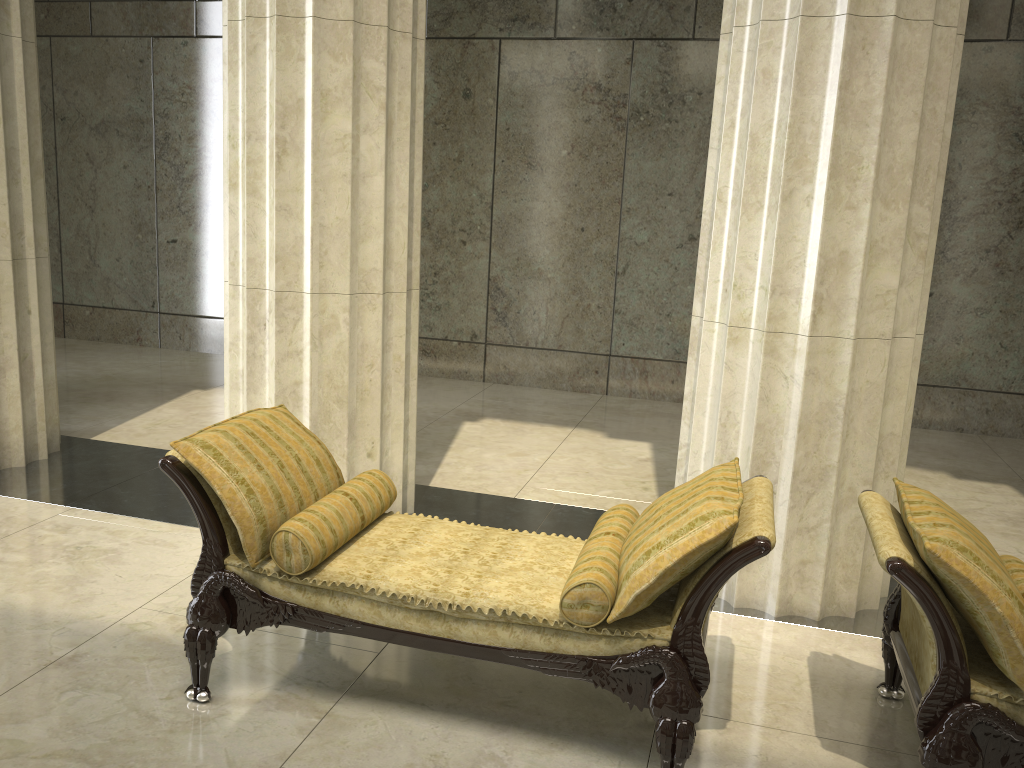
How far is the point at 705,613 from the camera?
2.76m

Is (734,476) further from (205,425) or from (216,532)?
(205,425)

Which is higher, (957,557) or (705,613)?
(957,557)

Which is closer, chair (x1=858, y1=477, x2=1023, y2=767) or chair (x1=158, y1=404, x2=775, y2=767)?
chair (x1=858, y1=477, x2=1023, y2=767)

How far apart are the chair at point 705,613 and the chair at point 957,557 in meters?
0.3

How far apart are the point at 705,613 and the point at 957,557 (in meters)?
0.74

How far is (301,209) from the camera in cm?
446

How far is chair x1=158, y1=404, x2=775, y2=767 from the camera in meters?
2.8 m

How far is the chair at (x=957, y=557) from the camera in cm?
252

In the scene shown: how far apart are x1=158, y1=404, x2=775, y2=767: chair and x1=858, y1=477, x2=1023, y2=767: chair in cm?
31
